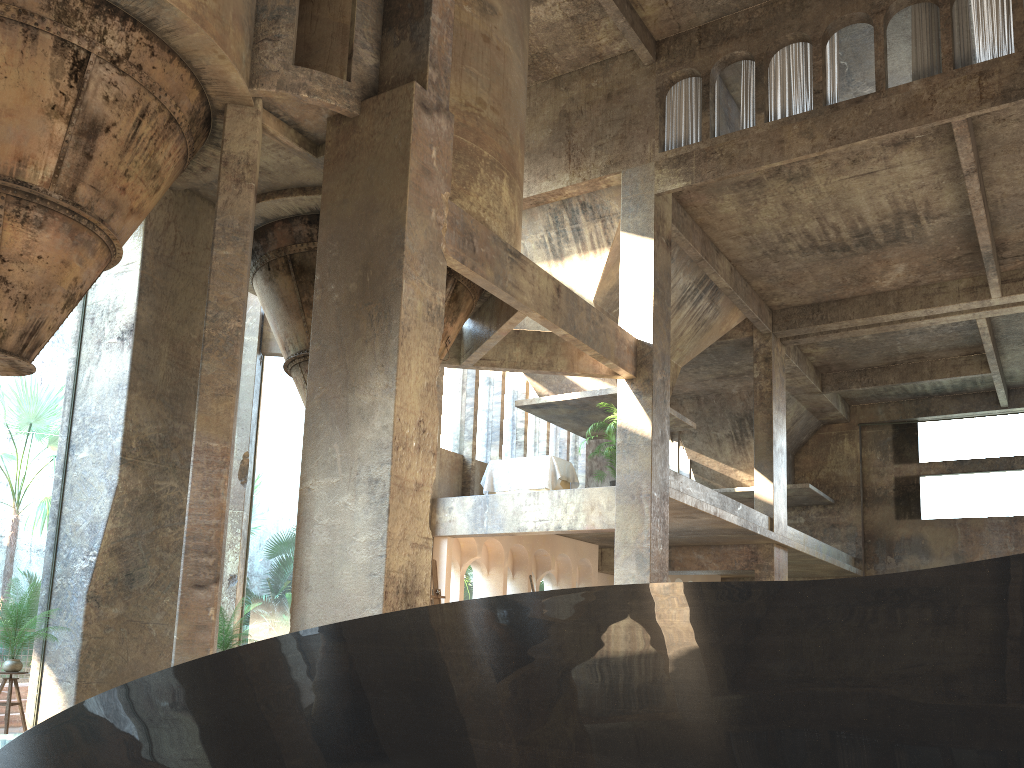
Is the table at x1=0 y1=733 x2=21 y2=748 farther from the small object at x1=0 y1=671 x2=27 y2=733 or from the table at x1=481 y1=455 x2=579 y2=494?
the table at x1=481 y1=455 x2=579 y2=494

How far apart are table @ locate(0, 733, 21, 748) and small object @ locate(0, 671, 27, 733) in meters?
1.7 m

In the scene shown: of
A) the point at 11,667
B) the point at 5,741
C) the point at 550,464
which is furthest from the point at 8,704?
the point at 550,464

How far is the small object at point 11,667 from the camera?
8.30m

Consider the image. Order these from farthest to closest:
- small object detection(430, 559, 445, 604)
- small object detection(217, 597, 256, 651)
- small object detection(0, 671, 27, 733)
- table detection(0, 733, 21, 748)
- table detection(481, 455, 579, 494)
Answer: table detection(481, 455, 579, 494), small object detection(217, 597, 256, 651), small object detection(0, 671, 27, 733), small object detection(430, 559, 445, 604), table detection(0, 733, 21, 748)

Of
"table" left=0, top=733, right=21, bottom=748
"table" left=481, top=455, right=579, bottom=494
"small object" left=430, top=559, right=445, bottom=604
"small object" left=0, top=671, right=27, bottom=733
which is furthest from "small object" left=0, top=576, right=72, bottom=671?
"table" left=481, top=455, right=579, bottom=494

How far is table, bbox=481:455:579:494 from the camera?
15.8m

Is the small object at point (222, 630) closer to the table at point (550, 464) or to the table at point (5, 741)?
the table at point (5, 741)

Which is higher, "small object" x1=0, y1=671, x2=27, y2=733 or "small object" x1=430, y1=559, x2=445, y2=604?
"small object" x1=430, y1=559, x2=445, y2=604

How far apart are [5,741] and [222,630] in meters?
3.9 m
